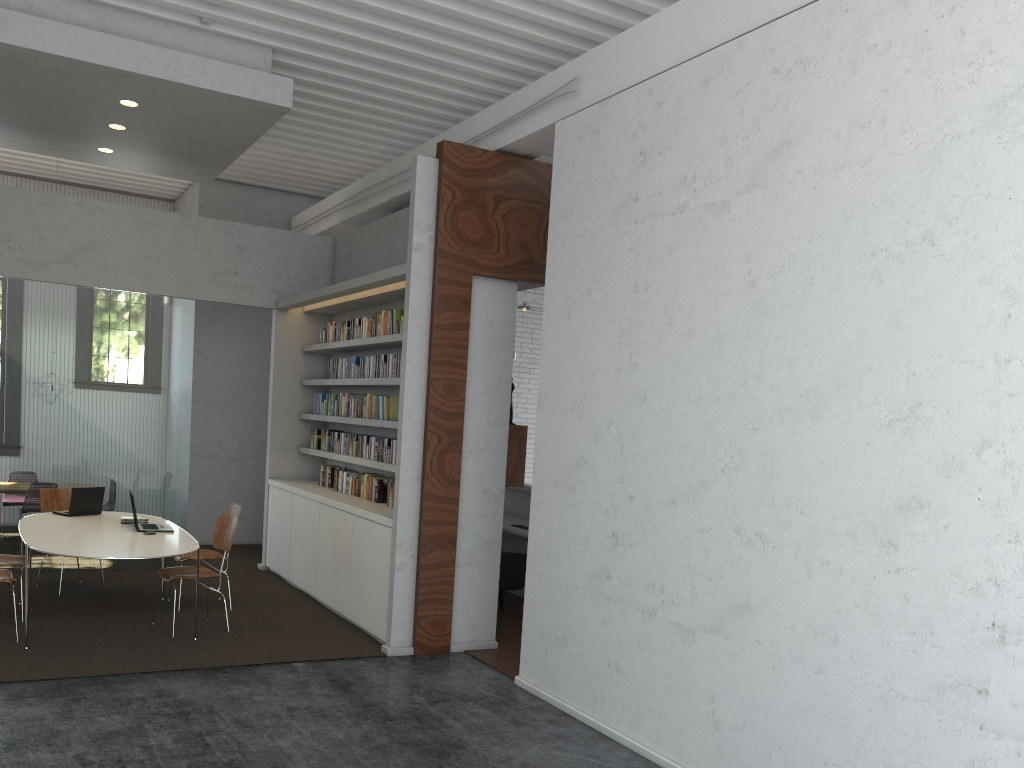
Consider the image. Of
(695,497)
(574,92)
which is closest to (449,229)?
(574,92)

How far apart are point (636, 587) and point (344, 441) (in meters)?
4.30
